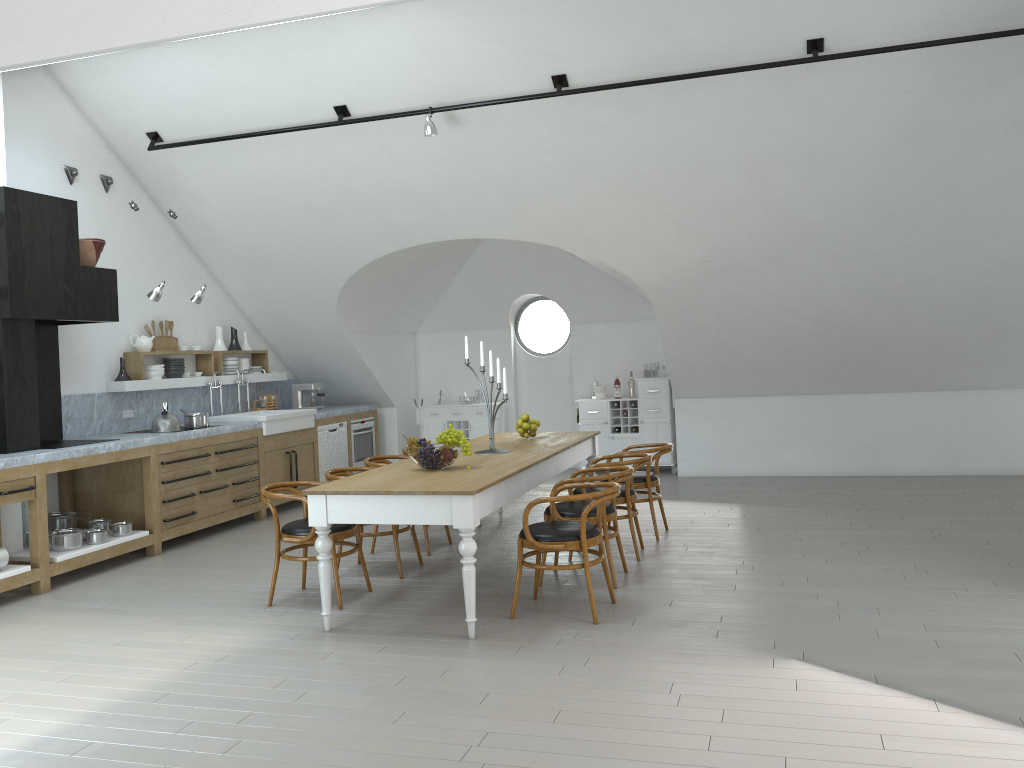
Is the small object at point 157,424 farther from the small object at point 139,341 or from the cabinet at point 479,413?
the cabinet at point 479,413

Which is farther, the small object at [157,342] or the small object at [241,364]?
the small object at [241,364]

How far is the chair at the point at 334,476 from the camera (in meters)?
6.17

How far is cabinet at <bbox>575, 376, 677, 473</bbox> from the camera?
10.61m

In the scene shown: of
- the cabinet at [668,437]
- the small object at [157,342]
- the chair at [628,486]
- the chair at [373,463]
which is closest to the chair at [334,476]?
the chair at [373,463]

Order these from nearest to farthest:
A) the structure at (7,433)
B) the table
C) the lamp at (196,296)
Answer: the table → the structure at (7,433) → the lamp at (196,296)

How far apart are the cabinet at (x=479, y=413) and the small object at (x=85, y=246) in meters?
5.0 m

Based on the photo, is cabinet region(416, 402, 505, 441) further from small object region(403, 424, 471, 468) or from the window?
small object region(403, 424, 471, 468)

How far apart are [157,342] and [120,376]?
0.6m

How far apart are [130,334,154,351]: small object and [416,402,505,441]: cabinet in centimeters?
384cm
